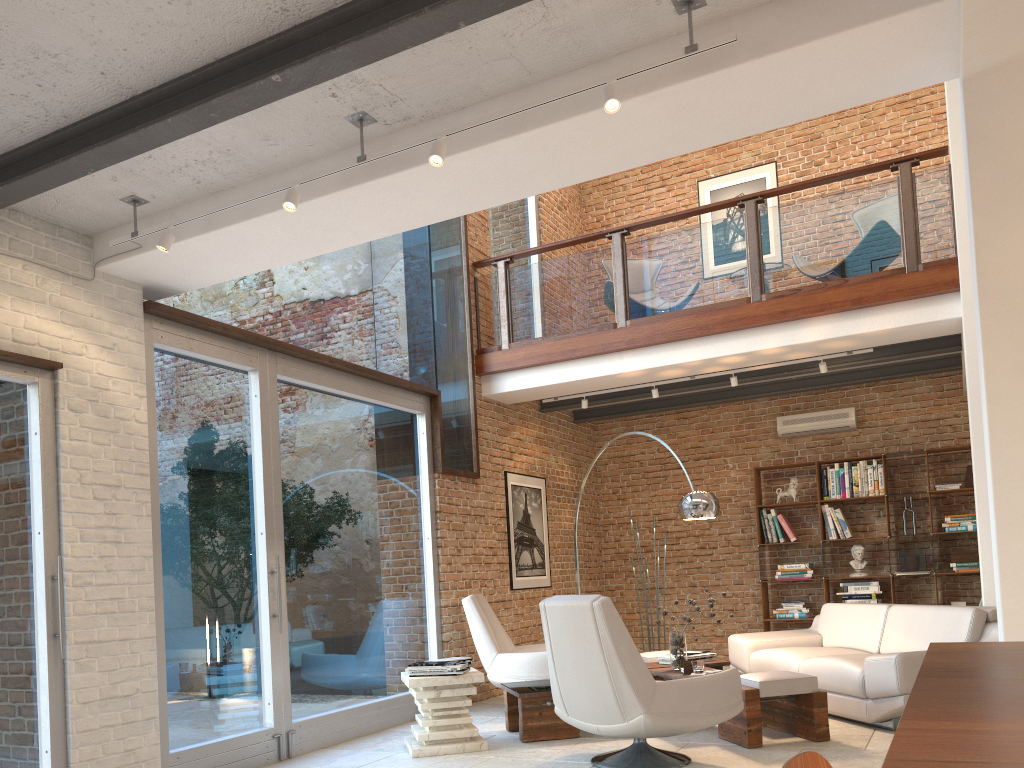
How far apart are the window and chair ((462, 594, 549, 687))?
0.4m

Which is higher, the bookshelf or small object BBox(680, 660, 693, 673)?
the bookshelf

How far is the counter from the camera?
0.8 meters

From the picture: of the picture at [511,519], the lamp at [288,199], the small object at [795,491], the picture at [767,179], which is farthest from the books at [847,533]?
the lamp at [288,199]

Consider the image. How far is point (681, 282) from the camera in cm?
769

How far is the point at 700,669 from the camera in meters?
5.6 m

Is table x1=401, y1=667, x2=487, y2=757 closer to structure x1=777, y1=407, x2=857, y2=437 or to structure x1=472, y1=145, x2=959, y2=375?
structure x1=472, y1=145, x2=959, y2=375

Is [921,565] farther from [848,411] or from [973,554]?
[848,411]

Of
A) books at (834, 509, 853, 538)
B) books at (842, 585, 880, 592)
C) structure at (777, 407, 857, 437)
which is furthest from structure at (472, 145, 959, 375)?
books at (842, 585, 880, 592)

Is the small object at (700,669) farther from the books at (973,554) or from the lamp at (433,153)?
the books at (973,554)
